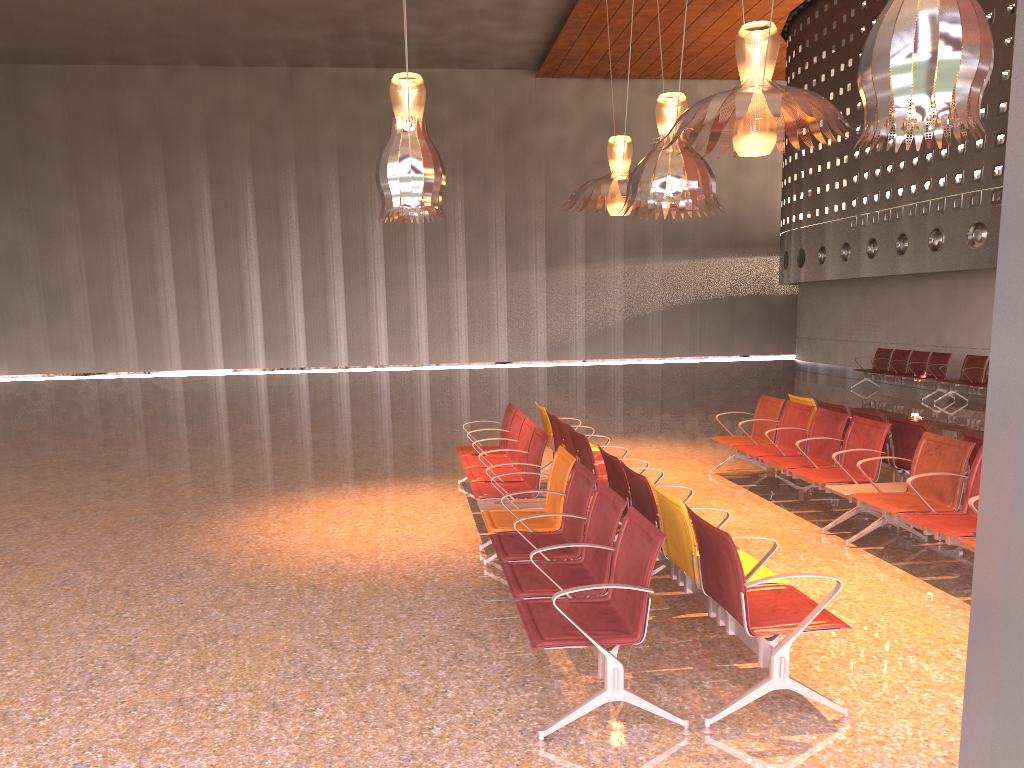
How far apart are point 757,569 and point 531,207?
26.0m
